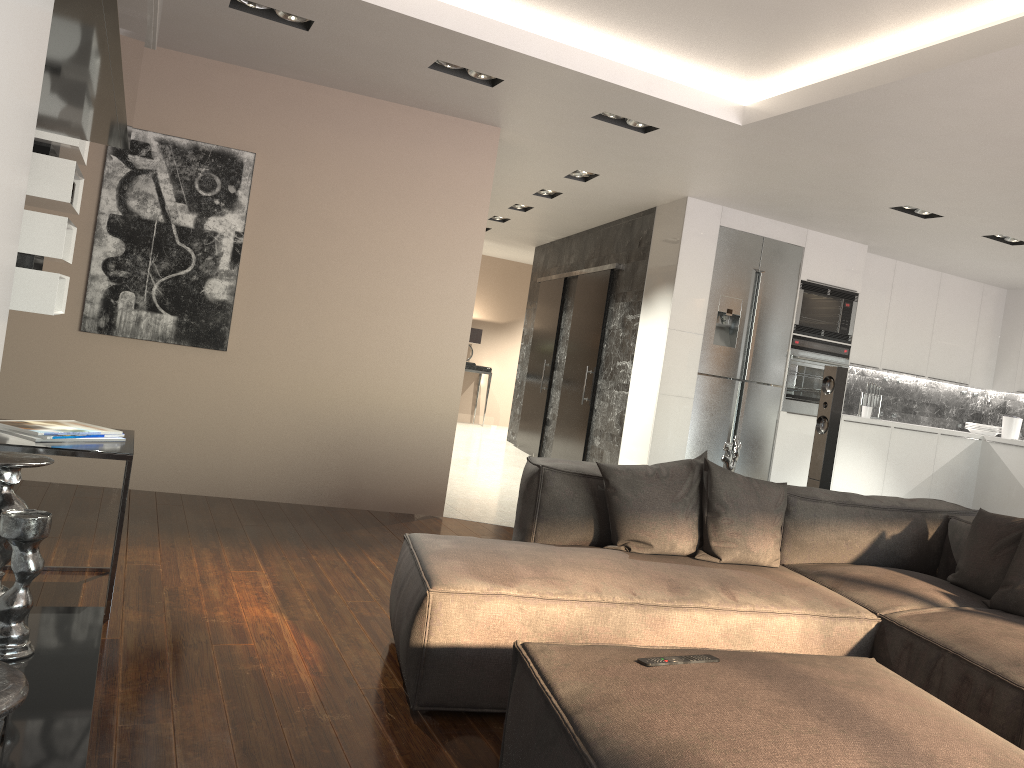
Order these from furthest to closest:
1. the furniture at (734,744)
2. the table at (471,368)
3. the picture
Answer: the table at (471,368), the picture, the furniture at (734,744)

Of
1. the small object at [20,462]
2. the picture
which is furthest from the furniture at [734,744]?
the picture

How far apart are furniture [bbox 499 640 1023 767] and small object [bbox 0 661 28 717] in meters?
0.9

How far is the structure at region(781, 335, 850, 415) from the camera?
7.2 meters

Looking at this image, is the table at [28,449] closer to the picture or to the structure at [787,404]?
the picture

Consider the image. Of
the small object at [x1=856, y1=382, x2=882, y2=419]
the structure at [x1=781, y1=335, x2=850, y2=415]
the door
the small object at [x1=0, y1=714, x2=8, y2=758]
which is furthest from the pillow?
the small object at [x1=856, y1=382, x2=882, y2=419]

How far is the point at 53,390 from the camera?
5.1m

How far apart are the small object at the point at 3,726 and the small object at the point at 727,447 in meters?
3.2 m

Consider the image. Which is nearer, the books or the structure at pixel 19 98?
the structure at pixel 19 98

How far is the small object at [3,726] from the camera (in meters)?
1.83
